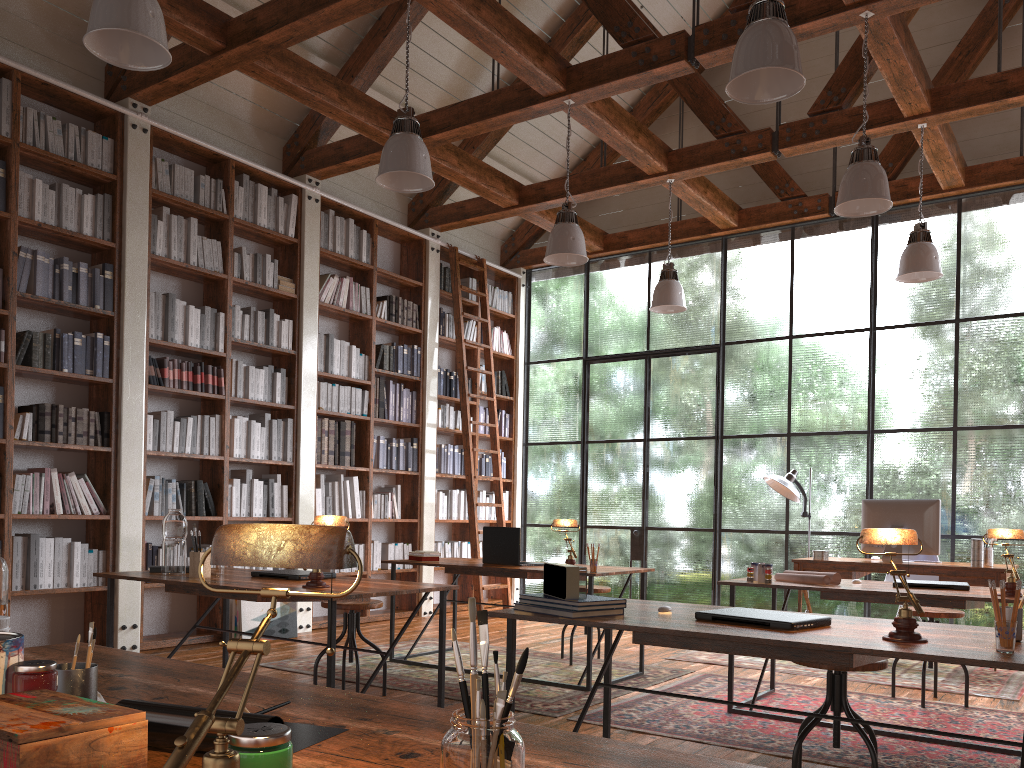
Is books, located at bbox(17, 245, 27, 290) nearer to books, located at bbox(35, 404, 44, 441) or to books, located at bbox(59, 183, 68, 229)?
books, located at bbox(59, 183, 68, 229)

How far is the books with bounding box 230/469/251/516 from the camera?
6.5m

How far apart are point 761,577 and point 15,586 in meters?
4.2 m

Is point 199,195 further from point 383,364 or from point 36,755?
point 36,755

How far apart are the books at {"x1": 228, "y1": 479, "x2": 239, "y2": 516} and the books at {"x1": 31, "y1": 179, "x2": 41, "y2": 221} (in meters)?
2.19

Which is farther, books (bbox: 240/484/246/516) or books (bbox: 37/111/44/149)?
books (bbox: 240/484/246/516)

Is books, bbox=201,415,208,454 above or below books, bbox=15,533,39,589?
above

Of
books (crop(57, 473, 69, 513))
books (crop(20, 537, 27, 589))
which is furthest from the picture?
books (crop(20, 537, 27, 589))

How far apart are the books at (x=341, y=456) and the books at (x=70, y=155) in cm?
286

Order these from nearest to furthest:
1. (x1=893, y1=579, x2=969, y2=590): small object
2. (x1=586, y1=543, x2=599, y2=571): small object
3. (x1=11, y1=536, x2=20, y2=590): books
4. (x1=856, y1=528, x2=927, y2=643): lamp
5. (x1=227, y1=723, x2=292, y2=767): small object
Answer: (x1=227, y1=723, x2=292, y2=767): small object
(x1=856, y1=528, x2=927, y2=643): lamp
(x1=893, y1=579, x2=969, y2=590): small object
(x1=586, y1=543, x2=599, y2=571): small object
(x1=11, y1=536, x2=20, y2=590): books
